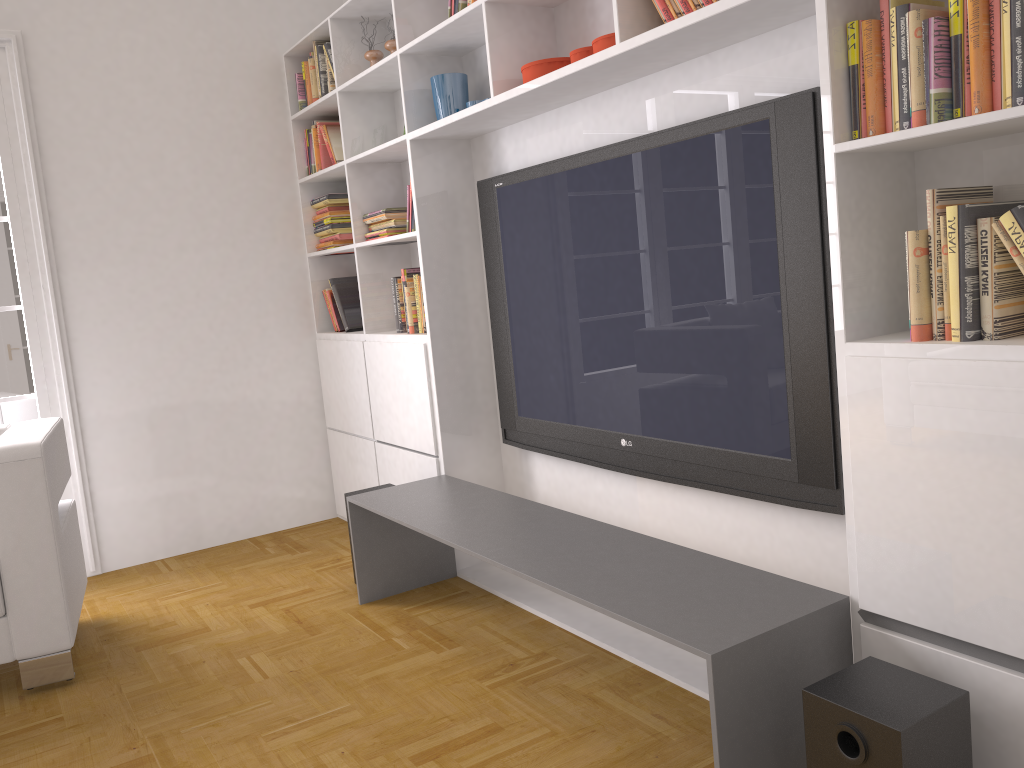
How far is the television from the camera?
2.3m

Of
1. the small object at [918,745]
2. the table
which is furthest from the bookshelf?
the small object at [918,745]

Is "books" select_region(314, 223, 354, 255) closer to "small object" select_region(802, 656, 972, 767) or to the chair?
the chair

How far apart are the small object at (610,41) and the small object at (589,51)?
0.1 meters

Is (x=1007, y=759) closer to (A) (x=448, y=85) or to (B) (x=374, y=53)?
(A) (x=448, y=85)

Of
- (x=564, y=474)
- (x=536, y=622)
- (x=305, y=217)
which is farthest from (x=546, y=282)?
(x=305, y=217)

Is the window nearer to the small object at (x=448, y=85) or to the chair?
the chair

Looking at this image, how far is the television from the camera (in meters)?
2.27

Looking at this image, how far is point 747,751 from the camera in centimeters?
187cm

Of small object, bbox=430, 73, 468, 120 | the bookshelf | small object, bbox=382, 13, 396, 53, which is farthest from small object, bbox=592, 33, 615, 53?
small object, bbox=382, 13, 396, 53
